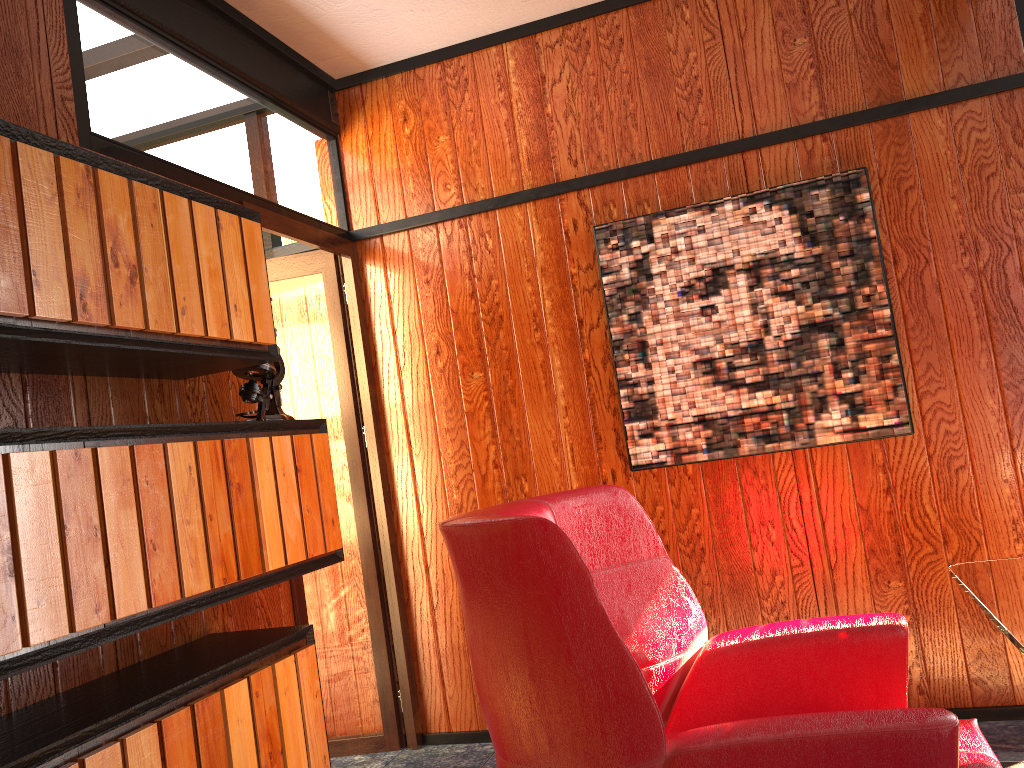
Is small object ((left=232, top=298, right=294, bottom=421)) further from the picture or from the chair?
the picture

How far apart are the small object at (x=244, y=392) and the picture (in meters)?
1.18

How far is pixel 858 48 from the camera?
2.9m

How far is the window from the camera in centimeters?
283cm

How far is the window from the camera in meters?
2.8

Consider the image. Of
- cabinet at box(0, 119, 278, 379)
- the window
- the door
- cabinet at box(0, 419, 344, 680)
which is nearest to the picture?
the window

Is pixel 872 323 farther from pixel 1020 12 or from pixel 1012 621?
pixel 1012 621

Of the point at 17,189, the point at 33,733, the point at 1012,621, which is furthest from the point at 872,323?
the point at 33,733

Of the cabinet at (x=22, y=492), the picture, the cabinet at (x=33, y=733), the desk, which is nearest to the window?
the picture

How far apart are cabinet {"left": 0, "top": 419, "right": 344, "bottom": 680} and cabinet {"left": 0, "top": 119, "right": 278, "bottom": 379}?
0.2m
